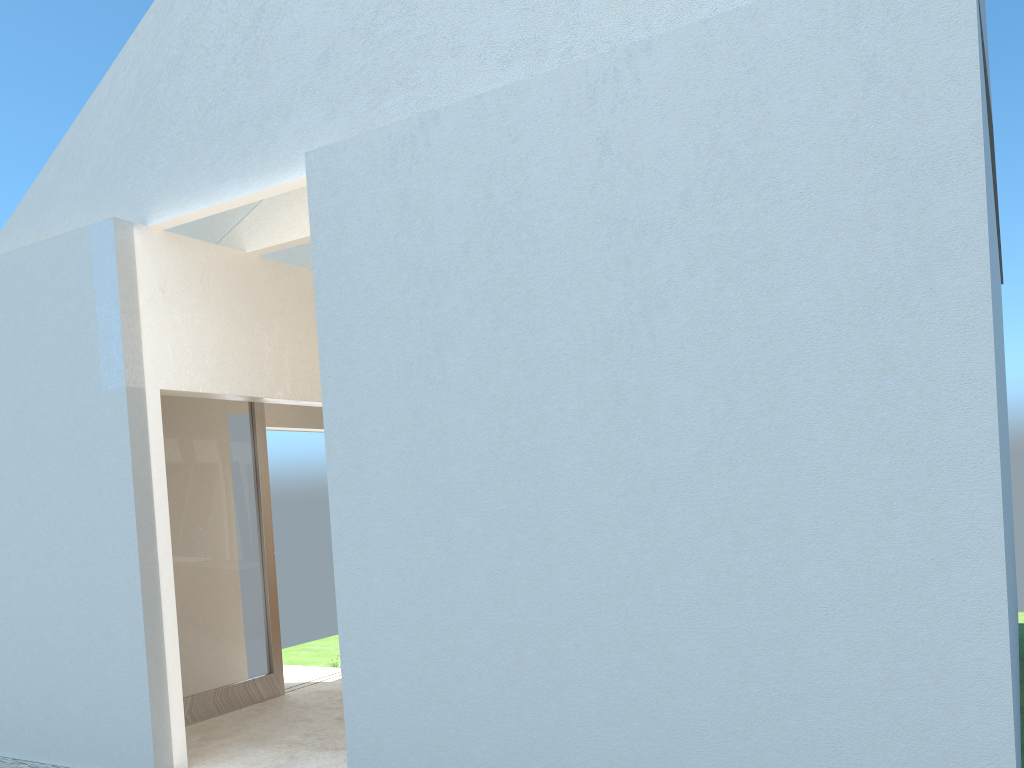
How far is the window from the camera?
15.88m

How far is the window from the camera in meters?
15.9 m

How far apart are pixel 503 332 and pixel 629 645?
3.51m

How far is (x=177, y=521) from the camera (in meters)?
15.88
